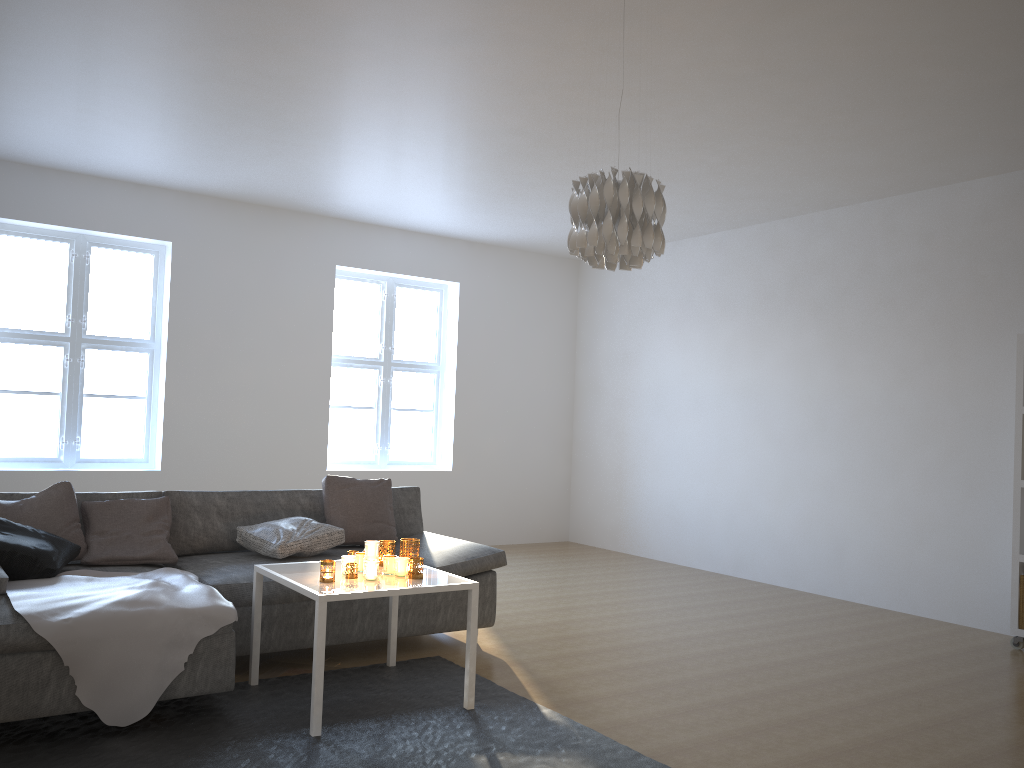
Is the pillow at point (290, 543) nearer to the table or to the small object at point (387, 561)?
the table

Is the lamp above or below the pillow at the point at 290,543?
above

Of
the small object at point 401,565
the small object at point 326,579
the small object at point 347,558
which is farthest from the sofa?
the small object at point 401,565

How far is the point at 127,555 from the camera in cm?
403

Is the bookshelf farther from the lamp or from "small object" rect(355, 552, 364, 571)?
"small object" rect(355, 552, 364, 571)

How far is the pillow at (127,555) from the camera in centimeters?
403cm

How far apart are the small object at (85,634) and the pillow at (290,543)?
0.5m

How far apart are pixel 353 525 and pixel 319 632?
1.6m

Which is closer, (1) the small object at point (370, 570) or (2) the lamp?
(2) the lamp

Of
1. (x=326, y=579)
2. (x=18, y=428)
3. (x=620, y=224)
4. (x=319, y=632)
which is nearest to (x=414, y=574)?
(x=326, y=579)
